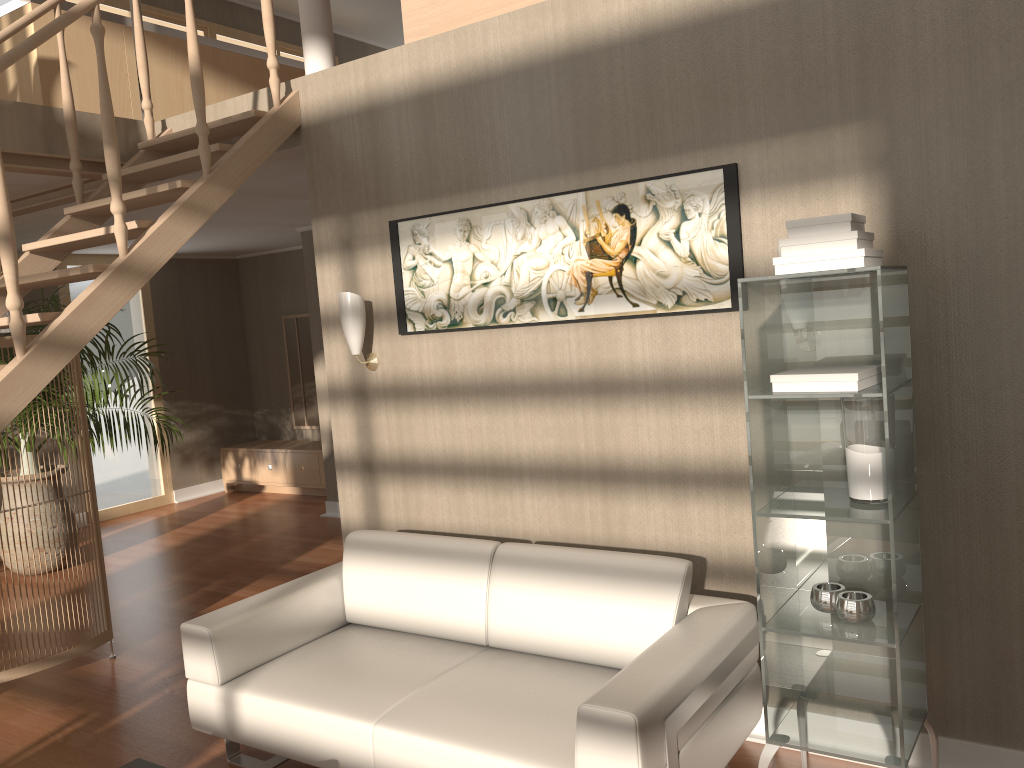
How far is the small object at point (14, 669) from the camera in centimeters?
400cm

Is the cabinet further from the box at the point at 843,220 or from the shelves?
the box at the point at 843,220

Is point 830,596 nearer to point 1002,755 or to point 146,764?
point 1002,755

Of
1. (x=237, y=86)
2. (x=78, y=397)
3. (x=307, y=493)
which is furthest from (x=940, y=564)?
(x=307, y=493)

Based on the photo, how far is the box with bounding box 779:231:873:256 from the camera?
2.26m

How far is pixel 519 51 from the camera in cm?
337

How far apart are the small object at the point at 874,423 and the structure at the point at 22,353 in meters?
2.5

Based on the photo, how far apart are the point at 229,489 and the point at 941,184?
7.8m

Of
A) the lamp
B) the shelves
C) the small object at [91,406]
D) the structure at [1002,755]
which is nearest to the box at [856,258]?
the shelves

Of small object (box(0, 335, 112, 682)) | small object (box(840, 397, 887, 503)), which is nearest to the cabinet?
small object (box(0, 335, 112, 682))
